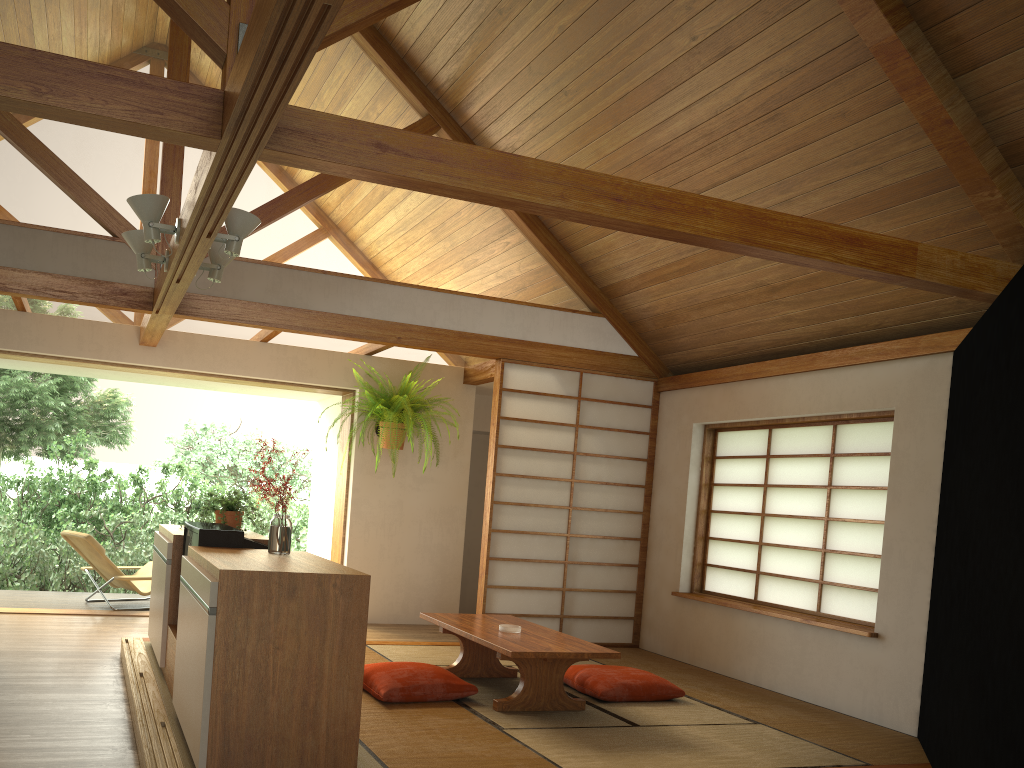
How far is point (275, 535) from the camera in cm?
359

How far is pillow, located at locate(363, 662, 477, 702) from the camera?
4.3m

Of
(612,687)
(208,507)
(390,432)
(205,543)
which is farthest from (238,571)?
(390,432)

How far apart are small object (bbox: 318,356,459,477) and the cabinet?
2.0 meters

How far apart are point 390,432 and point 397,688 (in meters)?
2.93

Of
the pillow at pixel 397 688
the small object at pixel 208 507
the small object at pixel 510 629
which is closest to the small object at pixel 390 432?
the small object at pixel 208 507

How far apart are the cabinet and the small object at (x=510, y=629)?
1.3m

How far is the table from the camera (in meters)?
4.29

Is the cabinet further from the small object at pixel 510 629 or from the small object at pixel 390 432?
the small object at pixel 390 432

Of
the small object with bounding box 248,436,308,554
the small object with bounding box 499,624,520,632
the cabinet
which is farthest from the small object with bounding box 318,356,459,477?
the small object with bounding box 248,436,308,554
